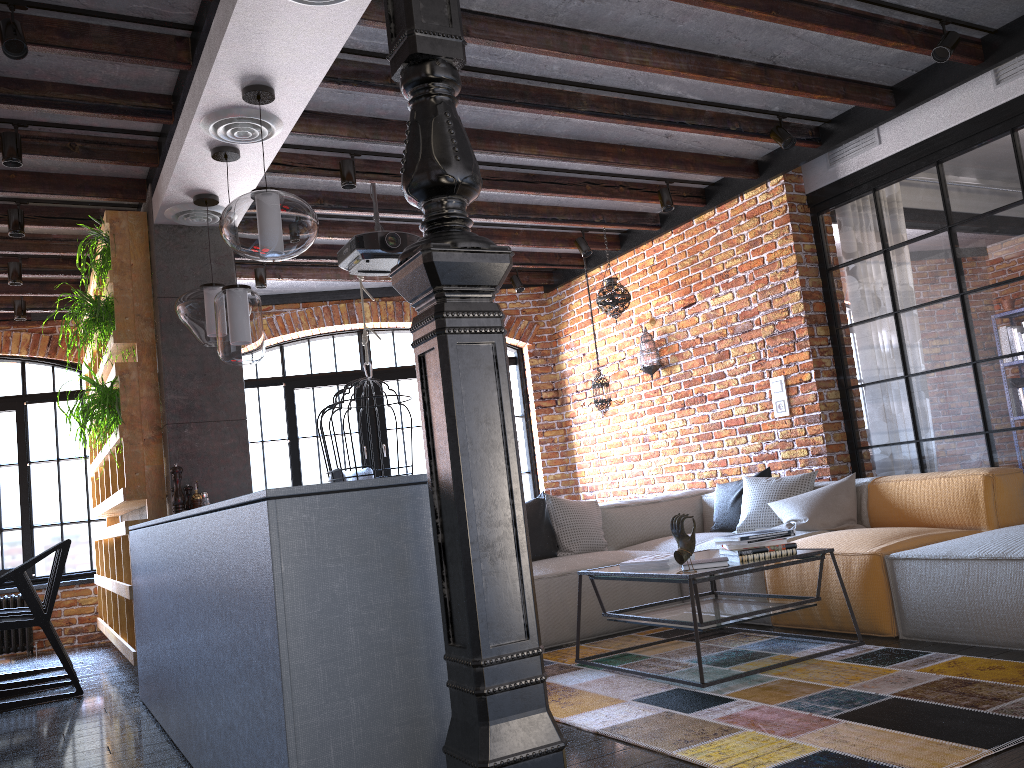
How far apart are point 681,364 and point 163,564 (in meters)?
4.19

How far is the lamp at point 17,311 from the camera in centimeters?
669cm

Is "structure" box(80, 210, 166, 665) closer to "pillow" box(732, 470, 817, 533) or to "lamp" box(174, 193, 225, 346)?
"lamp" box(174, 193, 225, 346)

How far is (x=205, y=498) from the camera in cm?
449

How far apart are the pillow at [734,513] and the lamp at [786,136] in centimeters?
188cm

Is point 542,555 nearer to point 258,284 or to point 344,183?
point 344,183

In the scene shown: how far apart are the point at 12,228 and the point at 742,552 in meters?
4.2 m

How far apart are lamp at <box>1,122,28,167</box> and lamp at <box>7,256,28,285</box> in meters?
2.0 m

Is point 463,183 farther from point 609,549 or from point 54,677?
point 54,677

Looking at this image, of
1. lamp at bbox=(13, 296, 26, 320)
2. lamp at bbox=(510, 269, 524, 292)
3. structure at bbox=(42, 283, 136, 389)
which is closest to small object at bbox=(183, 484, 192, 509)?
structure at bbox=(42, 283, 136, 389)
